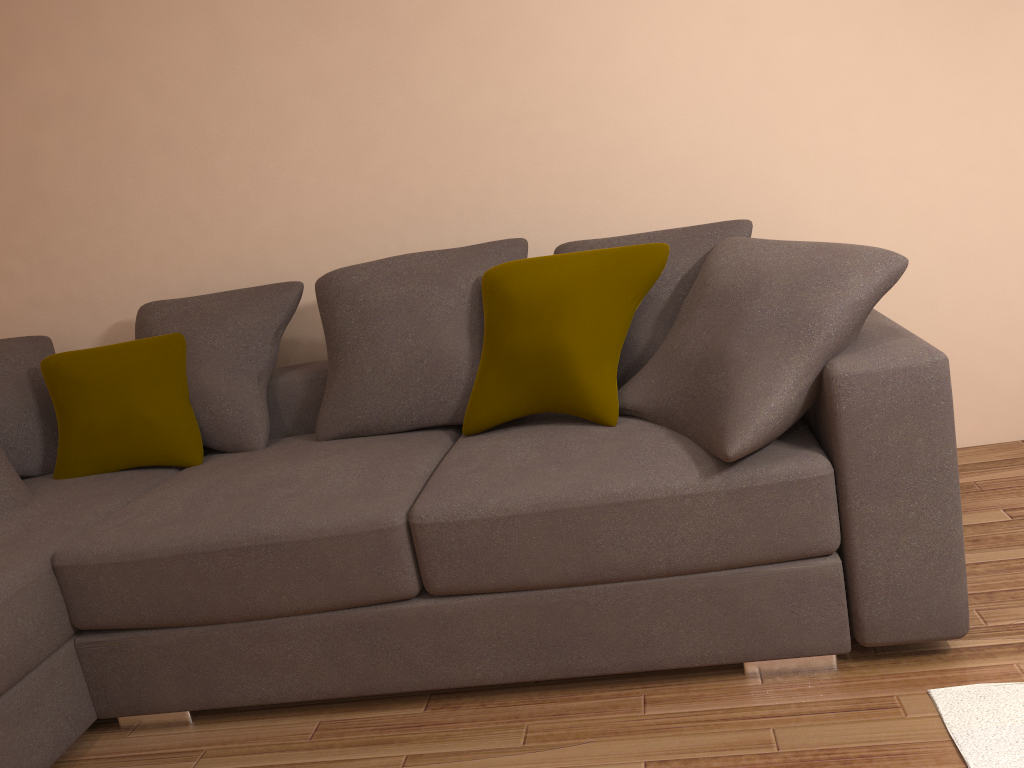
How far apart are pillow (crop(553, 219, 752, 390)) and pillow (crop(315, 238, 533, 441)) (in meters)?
0.14

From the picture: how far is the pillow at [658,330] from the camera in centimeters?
265cm

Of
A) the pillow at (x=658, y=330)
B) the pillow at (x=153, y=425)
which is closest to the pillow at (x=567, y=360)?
the pillow at (x=658, y=330)

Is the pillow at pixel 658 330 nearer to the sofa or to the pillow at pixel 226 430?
the sofa

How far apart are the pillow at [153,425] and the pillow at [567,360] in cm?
99

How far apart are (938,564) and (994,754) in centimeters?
42cm

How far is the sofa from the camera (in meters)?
2.03

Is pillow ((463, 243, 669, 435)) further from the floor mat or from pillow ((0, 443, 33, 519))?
pillow ((0, 443, 33, 519))

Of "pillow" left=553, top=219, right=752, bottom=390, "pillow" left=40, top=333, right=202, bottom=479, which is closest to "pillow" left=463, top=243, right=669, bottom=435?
"pillow" left=553, top=219, right=752, bottom=390

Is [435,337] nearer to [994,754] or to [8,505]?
[8,505]
